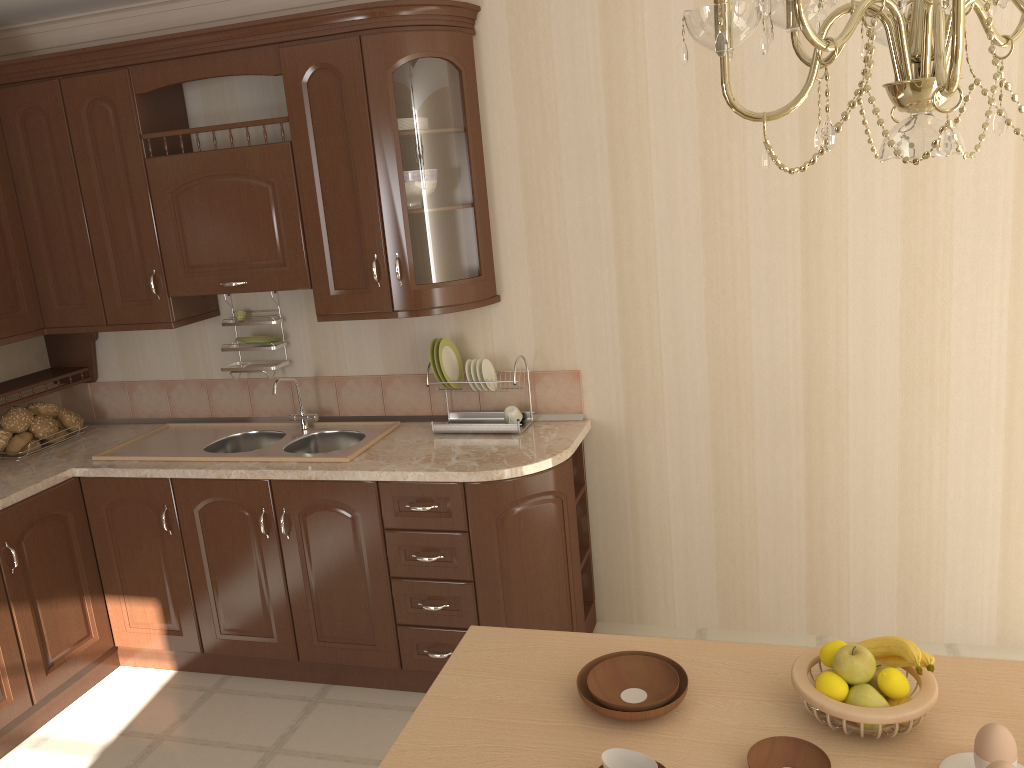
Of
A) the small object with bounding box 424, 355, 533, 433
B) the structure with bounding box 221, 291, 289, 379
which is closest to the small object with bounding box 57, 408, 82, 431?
the structure with bounding box 221, 291, 289, 379

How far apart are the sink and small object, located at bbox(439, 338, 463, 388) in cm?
32

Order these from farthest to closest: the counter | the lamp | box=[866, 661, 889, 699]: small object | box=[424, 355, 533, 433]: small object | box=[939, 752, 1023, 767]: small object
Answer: box=[424, 355, 533, 433]: small object → the counter → box=[866, 661, 889, 699]: small object → box=[939, 752, 1023, 767]: small object → the lamp

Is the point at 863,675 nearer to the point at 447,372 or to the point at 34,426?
the point at 447,372

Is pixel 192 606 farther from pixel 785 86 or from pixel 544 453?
pixel 785 86

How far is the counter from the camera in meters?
2.9 m

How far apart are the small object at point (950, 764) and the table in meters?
0.0 m

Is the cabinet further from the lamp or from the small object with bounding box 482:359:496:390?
the lamp

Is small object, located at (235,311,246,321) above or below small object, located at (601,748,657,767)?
above

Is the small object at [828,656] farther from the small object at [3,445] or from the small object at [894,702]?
the small object at [3,445]
